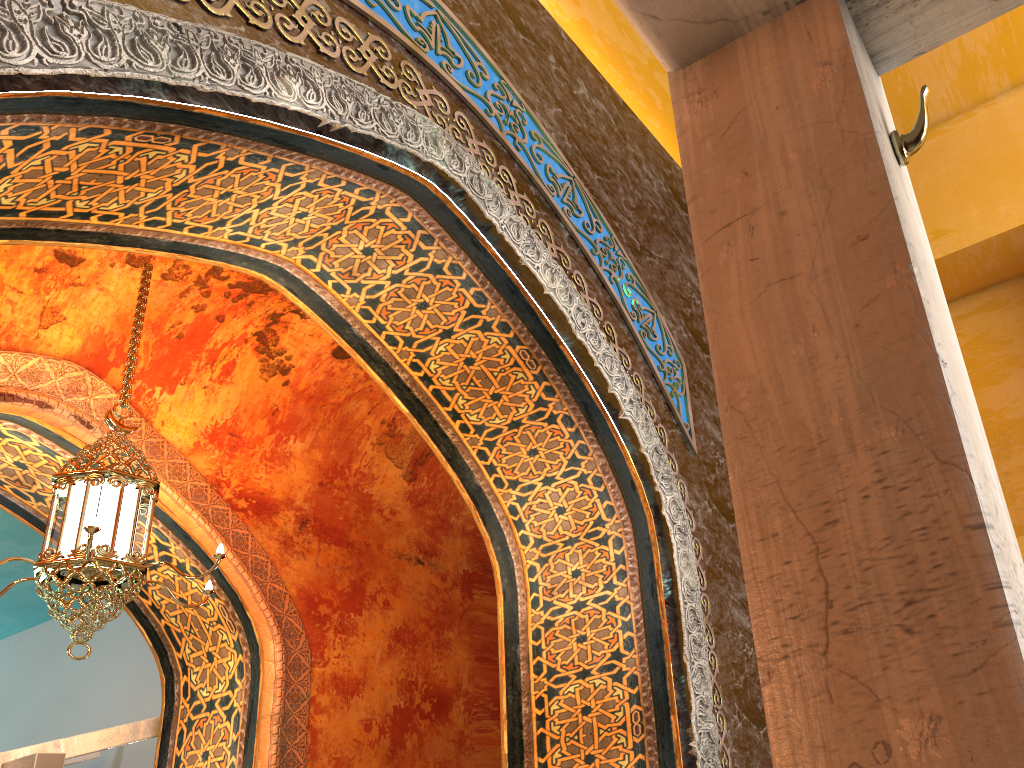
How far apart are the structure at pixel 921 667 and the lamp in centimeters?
392cm

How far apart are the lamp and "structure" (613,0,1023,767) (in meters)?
3.92

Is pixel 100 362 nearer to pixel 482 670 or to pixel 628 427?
pixel 628 427

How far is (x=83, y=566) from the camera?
4.52m

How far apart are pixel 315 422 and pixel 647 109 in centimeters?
367cm

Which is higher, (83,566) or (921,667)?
(83,566)

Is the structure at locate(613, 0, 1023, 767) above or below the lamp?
below

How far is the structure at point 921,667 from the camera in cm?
72

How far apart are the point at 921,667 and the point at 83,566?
4.6 meters

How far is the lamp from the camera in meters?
4.5 m
